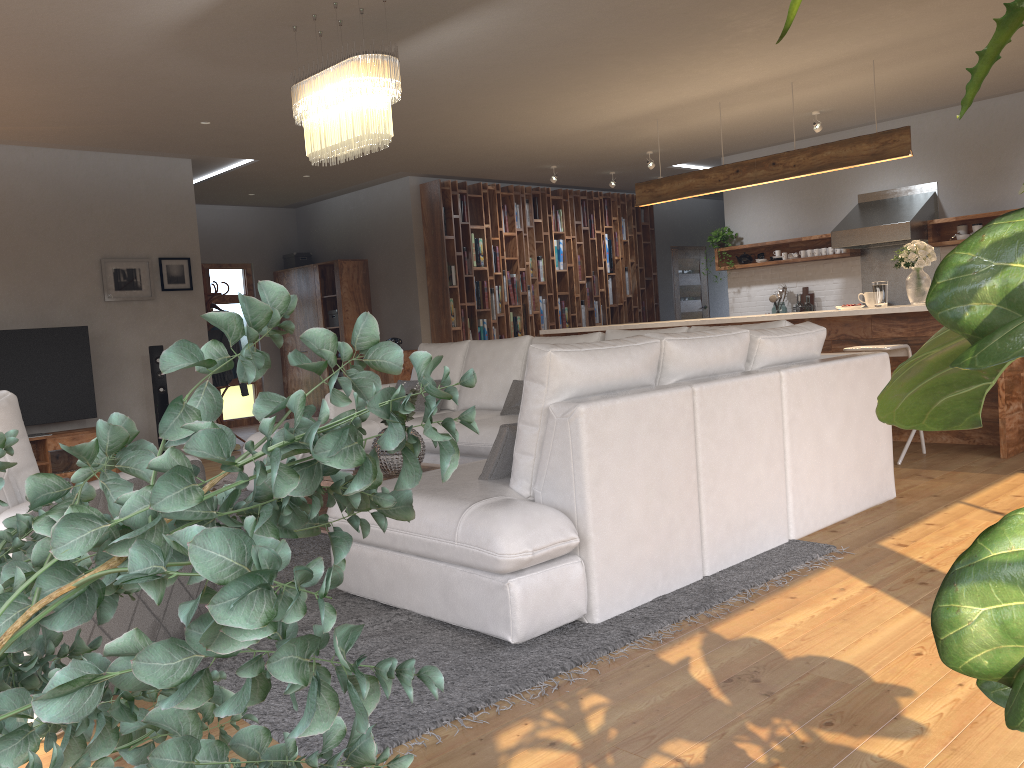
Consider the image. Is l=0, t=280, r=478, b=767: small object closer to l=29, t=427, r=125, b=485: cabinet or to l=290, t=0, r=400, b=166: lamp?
l=290, t=0, r=400, b=166: lamp

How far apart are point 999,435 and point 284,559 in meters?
5.9

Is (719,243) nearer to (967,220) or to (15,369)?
(967,220)

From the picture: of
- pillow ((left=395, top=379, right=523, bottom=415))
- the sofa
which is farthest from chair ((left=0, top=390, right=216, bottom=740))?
pillow ((left=395, top=379, right=523, bottom=415))

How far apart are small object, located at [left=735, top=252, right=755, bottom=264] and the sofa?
4.6 meters

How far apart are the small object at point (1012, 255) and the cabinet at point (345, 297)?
9.7m

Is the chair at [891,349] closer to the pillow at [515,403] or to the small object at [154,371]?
the pillow at [515,403]

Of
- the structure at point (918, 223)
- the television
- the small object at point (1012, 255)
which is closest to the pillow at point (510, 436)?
the small object at point (1012, 255)

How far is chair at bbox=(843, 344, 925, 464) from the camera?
5.6m

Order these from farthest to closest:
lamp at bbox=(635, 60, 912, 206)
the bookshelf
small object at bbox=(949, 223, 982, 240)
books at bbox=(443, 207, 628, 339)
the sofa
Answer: books at bbox=(443, 207, 628, 339) → the bookshelf → small object at bbox=(949, 223, 982, 240) → lamp at bbox=(635, 60, 912, 206) → the sofa
